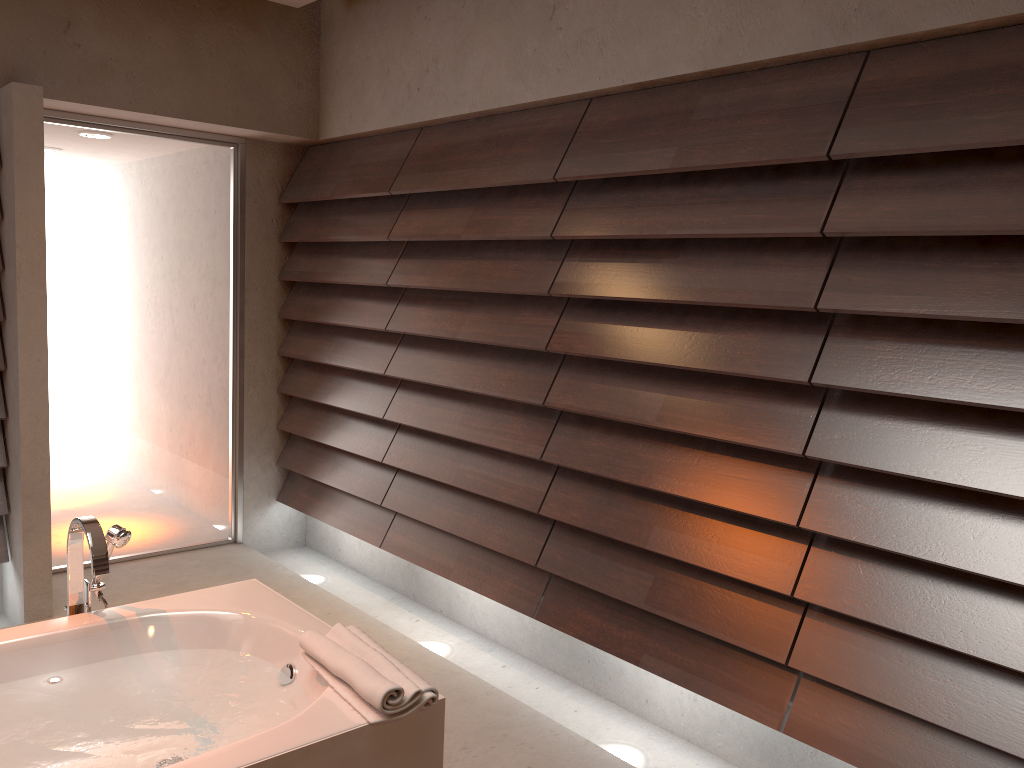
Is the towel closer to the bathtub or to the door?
the bathtub

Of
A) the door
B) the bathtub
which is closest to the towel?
the bathtub

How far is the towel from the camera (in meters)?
1.75

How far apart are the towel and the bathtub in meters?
0.0 m

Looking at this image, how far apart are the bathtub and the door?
1.85m

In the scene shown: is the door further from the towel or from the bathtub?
the towel

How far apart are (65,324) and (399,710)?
2.9m

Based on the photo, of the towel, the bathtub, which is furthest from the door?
the towel

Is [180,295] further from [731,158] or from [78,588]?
[731,158]

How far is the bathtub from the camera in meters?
1.7
